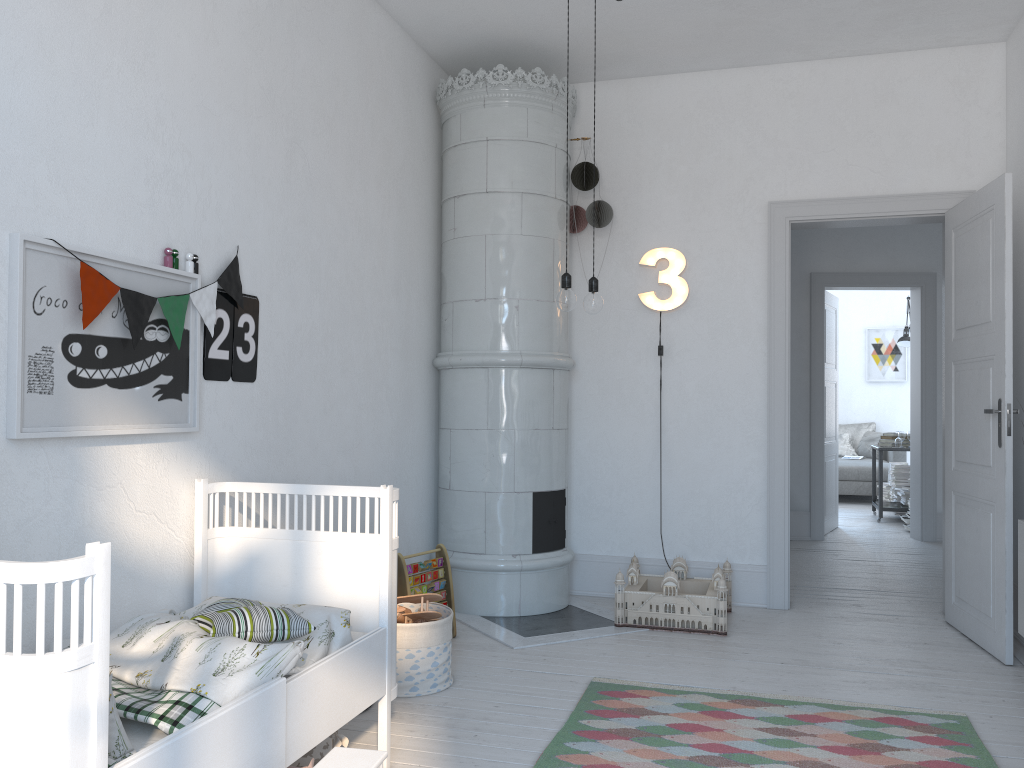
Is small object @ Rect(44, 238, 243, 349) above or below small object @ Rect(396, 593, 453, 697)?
above

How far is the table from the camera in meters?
8.3 m

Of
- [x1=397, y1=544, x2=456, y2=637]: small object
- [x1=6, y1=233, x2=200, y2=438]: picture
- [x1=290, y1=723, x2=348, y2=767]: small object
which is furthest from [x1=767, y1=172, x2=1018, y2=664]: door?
[x1=6, y1=233, x2=200, y2=438]: picture

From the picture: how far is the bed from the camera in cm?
140

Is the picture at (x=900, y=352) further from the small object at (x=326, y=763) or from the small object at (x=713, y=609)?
the small object at (x=326, y=763)

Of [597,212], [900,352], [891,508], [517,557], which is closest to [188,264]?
[517,557]

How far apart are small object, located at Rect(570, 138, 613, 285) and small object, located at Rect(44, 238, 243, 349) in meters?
2.3 m

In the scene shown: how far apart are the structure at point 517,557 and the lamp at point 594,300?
1.4 meters

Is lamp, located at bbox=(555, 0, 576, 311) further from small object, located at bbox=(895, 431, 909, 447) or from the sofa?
the sofa

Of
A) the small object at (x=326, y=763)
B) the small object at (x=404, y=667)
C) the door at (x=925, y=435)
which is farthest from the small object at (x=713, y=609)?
the door at (x=925, y=435)
